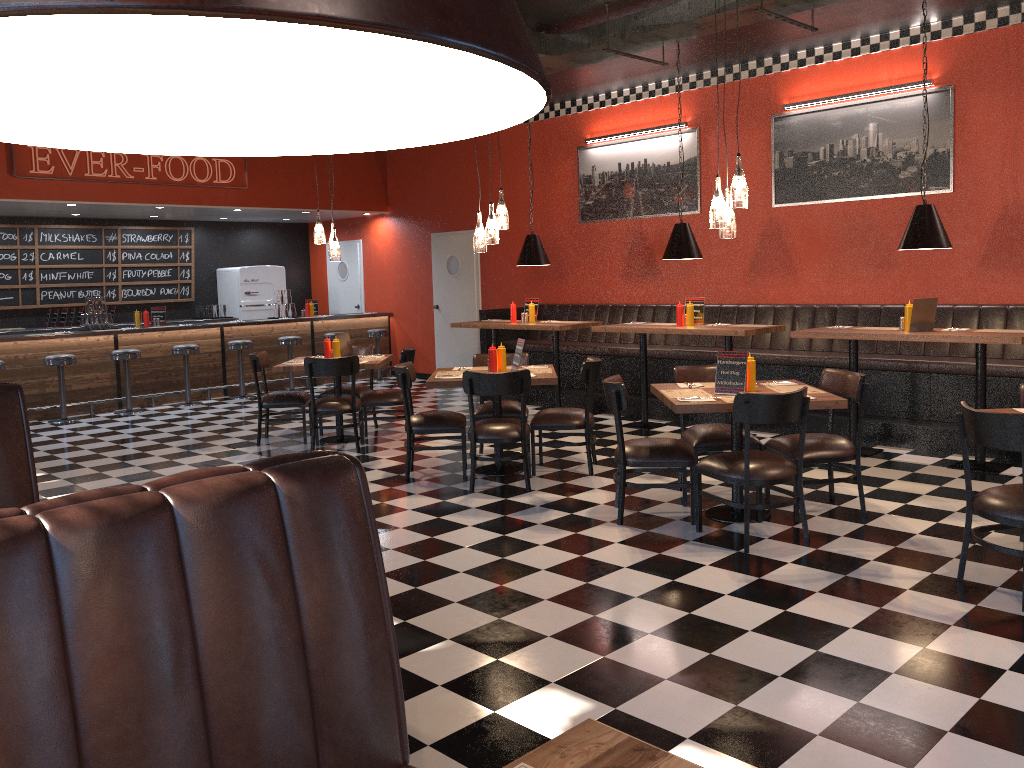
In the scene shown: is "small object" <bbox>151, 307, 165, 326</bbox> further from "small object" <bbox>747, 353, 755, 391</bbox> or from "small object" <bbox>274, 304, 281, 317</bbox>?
"small object" <bbox>747, 353, 755, 391</bbox>

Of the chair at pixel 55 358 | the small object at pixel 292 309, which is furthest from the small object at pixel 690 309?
the chair at pixel 55 358

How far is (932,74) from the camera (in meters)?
7.87

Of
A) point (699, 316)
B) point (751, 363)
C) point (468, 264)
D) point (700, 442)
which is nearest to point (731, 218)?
point (751, 363)

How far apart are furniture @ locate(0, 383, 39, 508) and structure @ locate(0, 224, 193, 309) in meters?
9.8 m

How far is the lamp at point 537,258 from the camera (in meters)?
9.44

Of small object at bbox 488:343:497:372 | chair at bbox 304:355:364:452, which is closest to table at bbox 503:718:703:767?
small object at bbox 488:343:497:372

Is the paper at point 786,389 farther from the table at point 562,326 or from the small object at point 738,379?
the table at point 562,326

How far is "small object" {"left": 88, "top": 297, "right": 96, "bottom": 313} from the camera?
11.1 meters

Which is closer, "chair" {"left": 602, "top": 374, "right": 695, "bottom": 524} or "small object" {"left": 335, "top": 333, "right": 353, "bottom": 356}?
"chair" {"left": 602, "top": 374, "right": 695, "bottom": 524}
